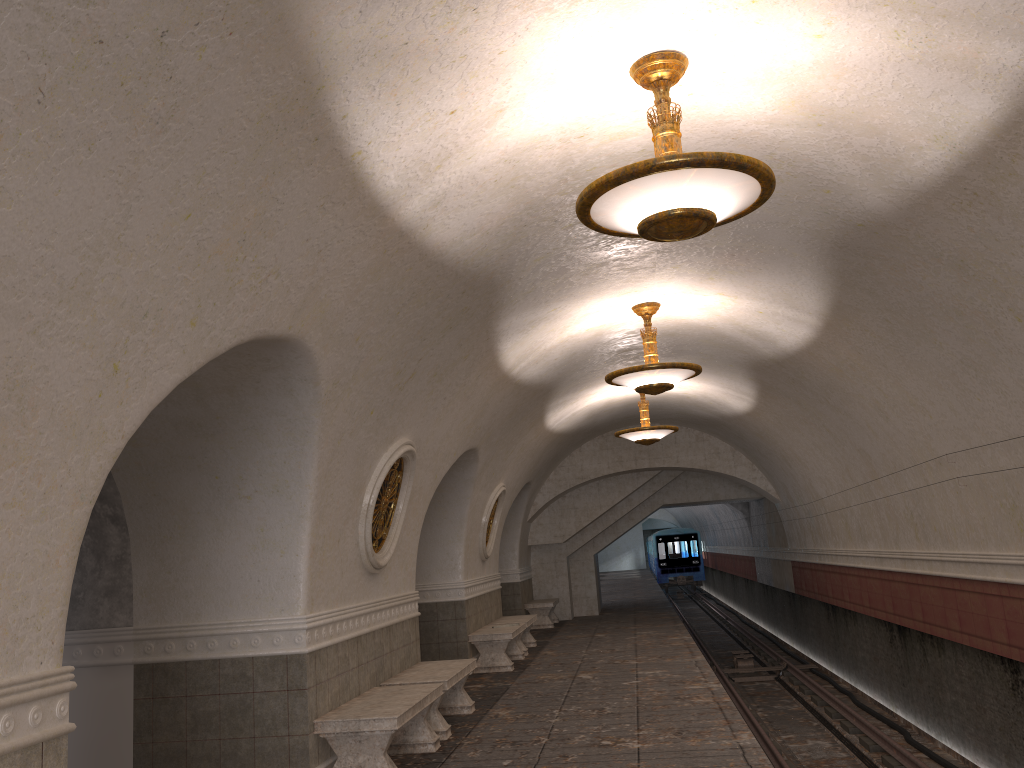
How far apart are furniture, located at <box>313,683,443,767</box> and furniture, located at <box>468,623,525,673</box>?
4.6 meters

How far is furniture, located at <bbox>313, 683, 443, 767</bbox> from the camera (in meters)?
6.16

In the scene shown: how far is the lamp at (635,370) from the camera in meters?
8.8

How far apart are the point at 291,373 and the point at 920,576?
8.0 meters

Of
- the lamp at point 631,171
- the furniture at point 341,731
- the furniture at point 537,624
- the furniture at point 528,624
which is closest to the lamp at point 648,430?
the furniture at point 528,624

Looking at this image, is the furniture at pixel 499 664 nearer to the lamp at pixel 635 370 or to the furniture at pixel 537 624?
the lamp at pixel 635 370

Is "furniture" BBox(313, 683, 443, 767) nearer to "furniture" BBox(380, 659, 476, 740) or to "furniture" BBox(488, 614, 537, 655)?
"furniture" BBox(380, 659, 476, 740)

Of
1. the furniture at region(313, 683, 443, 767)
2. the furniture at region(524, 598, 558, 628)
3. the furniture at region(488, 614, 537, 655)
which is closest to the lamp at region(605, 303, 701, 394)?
the furniture at region(313, 683, 443, 767)

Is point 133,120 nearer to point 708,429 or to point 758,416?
point 758,416

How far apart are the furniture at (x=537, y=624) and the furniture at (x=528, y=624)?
3.3m
